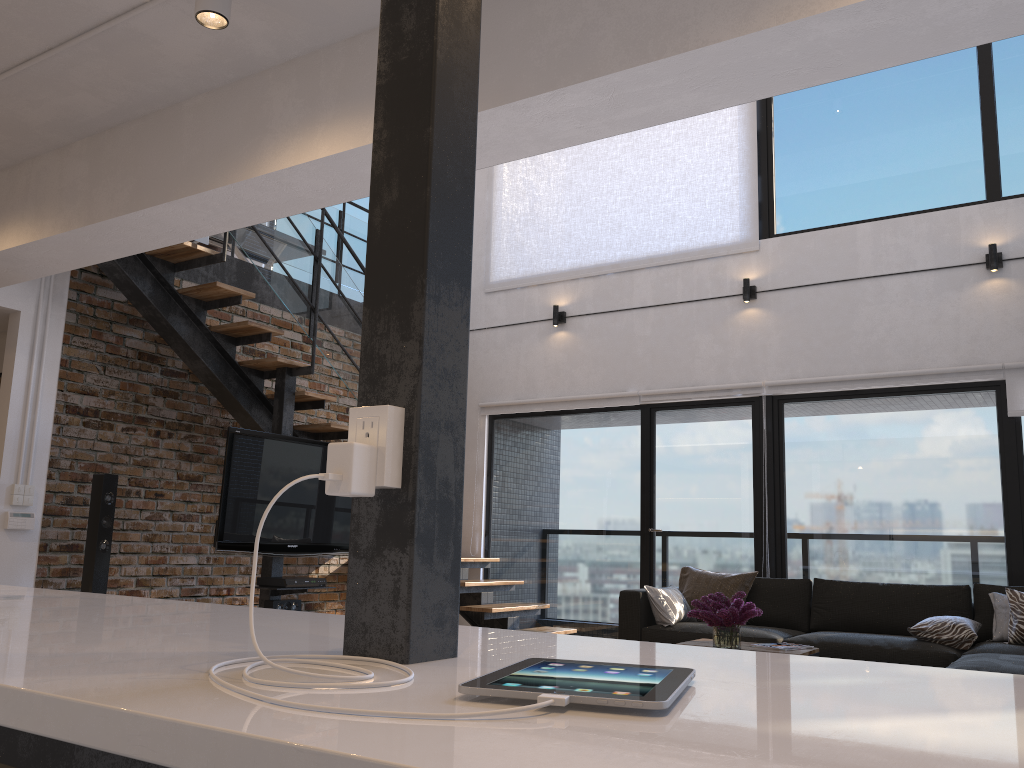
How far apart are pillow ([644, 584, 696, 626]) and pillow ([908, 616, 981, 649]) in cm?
141

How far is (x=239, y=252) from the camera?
8.0m

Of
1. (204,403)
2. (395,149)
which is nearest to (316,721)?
(395,149)

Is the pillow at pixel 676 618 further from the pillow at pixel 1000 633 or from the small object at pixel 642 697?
the small object at pixel 642 697

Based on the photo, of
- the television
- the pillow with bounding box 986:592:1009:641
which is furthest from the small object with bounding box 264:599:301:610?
the pillow with bounding box 986:592:1009:641

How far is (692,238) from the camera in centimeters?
736cm

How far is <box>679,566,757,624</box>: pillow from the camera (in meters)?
6.07

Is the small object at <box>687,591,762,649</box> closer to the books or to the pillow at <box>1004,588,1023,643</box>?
the books

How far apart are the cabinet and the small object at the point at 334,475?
0.0m

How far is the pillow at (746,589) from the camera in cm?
607
